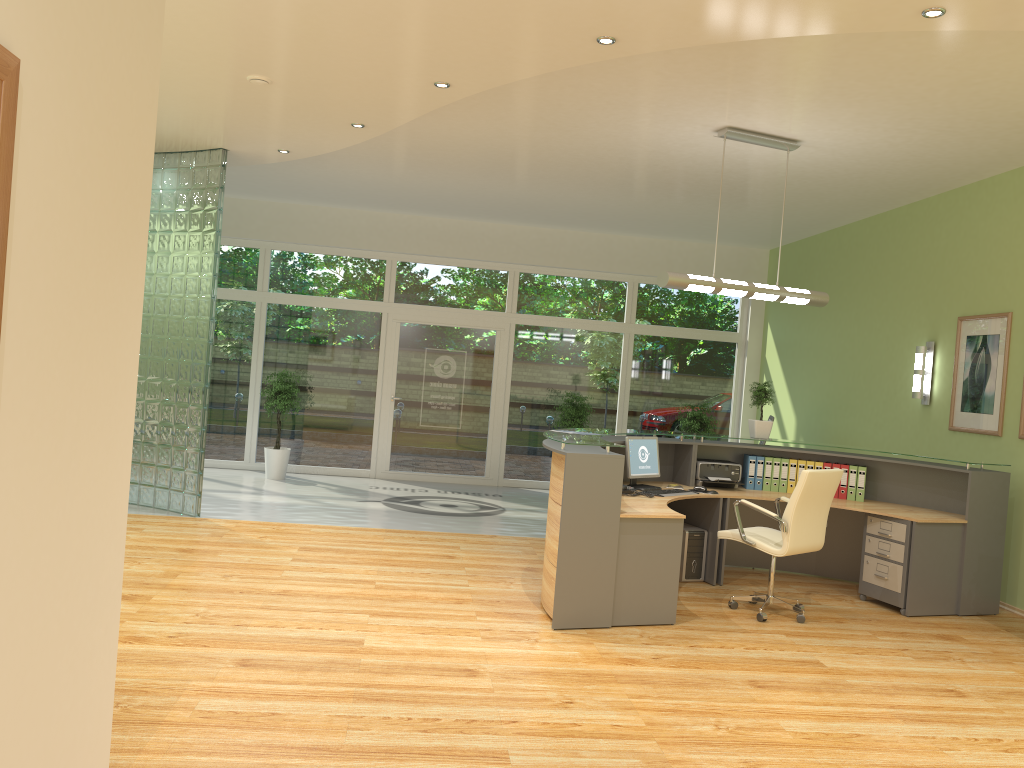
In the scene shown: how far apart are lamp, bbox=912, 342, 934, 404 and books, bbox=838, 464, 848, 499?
1.4m

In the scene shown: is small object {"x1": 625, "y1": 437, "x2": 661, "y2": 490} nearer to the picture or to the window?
the picture

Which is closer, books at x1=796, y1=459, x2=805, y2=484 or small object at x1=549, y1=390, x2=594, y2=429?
books at x1=796, y1=459, x2=805, y2=484

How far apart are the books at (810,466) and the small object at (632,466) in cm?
138

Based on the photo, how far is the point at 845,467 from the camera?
7.3 meters

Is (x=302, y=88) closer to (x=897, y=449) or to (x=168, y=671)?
(x=168, y=671)

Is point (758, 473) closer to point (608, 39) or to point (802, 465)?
point (802, 465)

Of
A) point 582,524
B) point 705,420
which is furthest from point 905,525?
point 705,420

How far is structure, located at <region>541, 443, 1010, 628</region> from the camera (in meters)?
5.39

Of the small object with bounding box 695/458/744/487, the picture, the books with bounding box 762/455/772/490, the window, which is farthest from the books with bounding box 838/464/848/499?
the window
